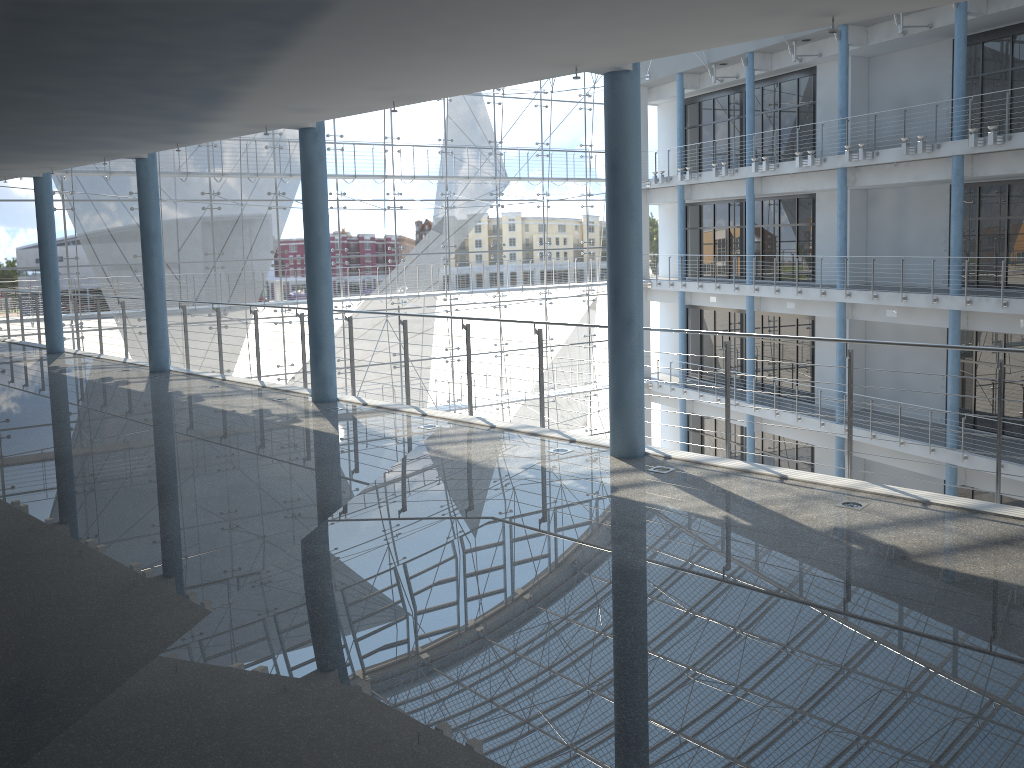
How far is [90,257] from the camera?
3.3m

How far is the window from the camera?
3.3m

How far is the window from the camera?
3.31m
